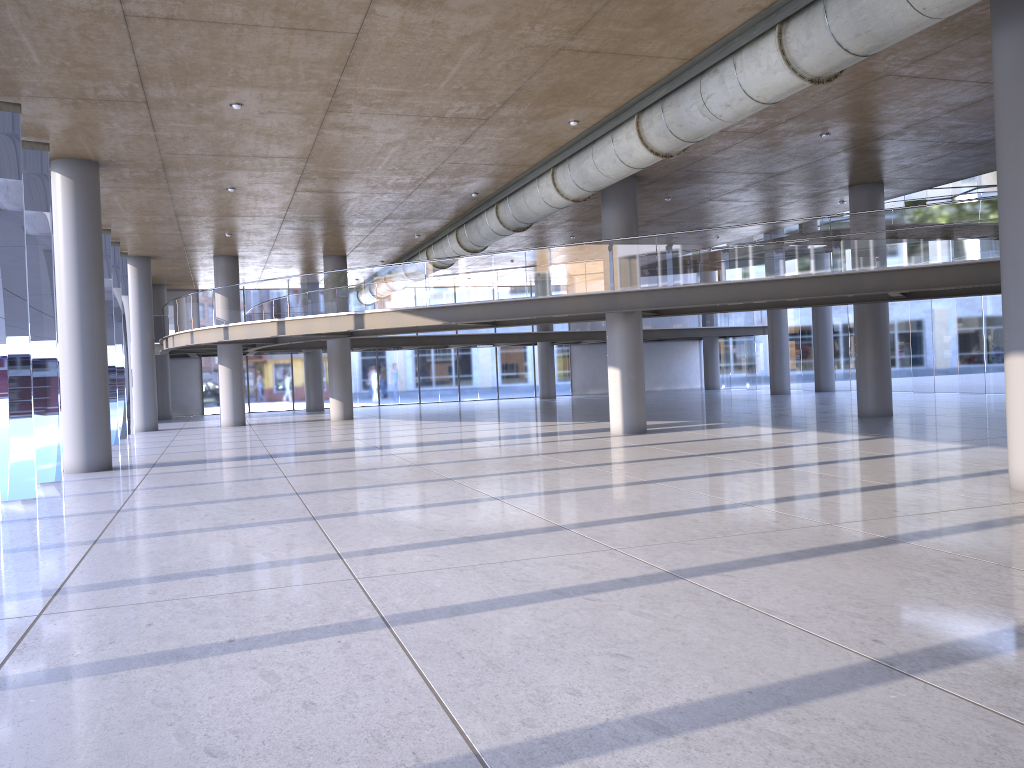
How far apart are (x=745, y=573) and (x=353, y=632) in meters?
2.8 m

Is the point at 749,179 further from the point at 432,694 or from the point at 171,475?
the point at 432,694

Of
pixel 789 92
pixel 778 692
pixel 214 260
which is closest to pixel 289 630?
pixel 778 692
